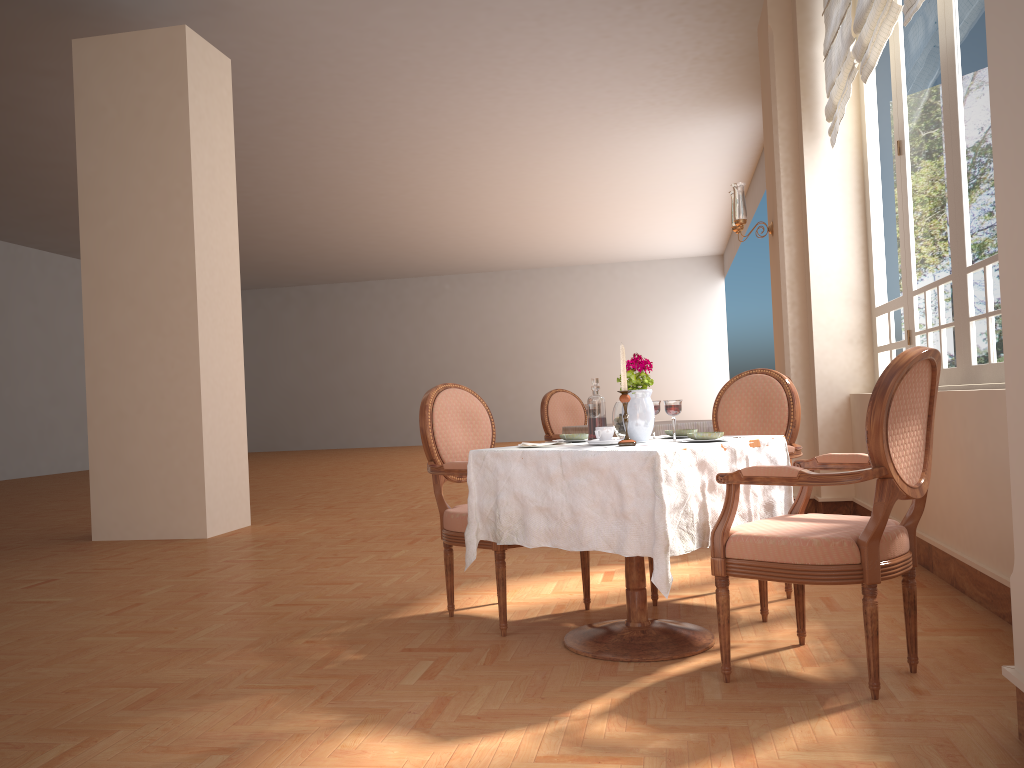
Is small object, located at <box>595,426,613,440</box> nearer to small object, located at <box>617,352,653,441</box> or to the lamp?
small object, located at <box>617,352,653,441</box>

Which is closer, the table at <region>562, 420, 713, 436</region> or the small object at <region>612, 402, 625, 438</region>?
the small object at <region>612, 402, 625, 438</region>

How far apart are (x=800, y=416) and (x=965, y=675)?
1.3m

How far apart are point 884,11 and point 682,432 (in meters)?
2.32

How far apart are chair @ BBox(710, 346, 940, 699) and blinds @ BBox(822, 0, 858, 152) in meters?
2.8

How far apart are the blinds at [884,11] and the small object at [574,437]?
2.44m

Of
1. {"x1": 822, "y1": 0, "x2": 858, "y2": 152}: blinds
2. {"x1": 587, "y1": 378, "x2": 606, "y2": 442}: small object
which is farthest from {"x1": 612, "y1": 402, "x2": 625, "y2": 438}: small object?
{"x1": 822, "y1": 0, "x2": 858, "y2": 152}: blinds

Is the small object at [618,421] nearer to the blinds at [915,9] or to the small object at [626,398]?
the small object at [626,398]

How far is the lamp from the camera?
5.97m

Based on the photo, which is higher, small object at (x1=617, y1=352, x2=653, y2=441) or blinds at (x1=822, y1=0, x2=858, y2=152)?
blinds at (x1=822, y1=0, x2=858, y2=152)
